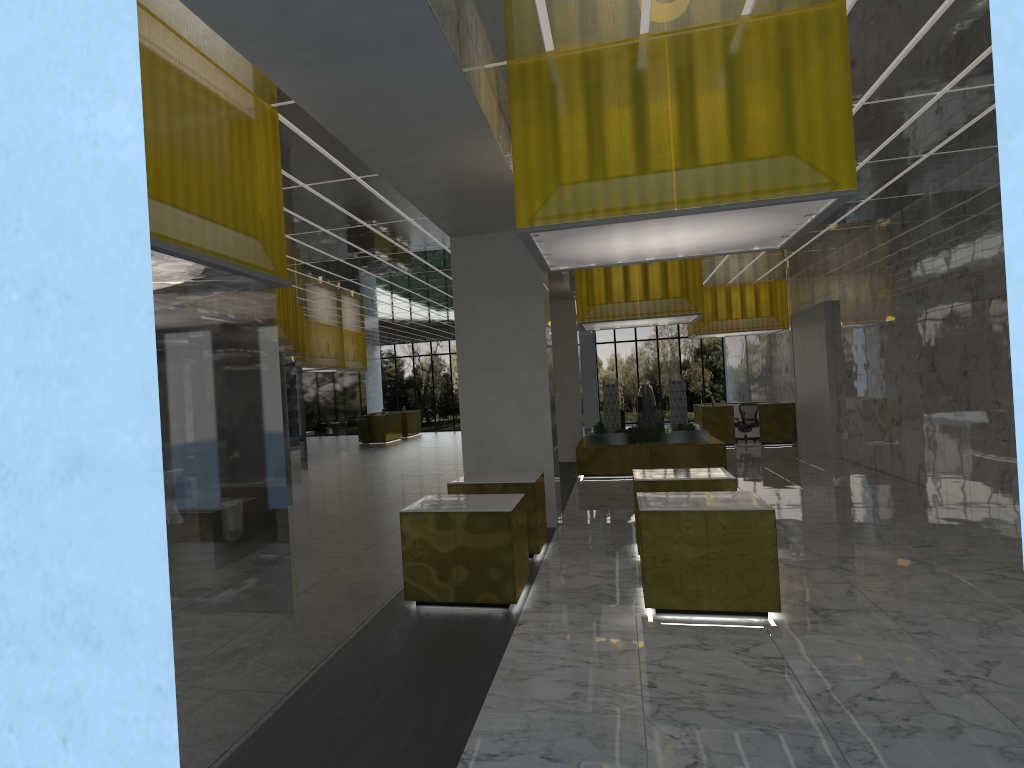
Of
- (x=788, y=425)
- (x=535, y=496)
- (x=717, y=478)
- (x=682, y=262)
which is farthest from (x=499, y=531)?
(x=788, y=425)

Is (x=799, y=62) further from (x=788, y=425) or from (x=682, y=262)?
(x=788, y=425)

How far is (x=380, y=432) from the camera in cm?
4521

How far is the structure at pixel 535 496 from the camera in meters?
12.8 m

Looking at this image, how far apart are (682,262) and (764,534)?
14.8 meters

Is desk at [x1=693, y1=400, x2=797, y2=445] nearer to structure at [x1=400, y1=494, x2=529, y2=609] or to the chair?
the chair

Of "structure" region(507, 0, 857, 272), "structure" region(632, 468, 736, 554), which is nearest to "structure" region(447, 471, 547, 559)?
"structure" region(632, 468, 736, 554)

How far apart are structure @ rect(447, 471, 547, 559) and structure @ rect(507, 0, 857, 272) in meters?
3.2

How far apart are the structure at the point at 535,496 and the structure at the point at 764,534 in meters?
2.3

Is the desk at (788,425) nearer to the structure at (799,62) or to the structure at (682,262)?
the structure at (682,262)
